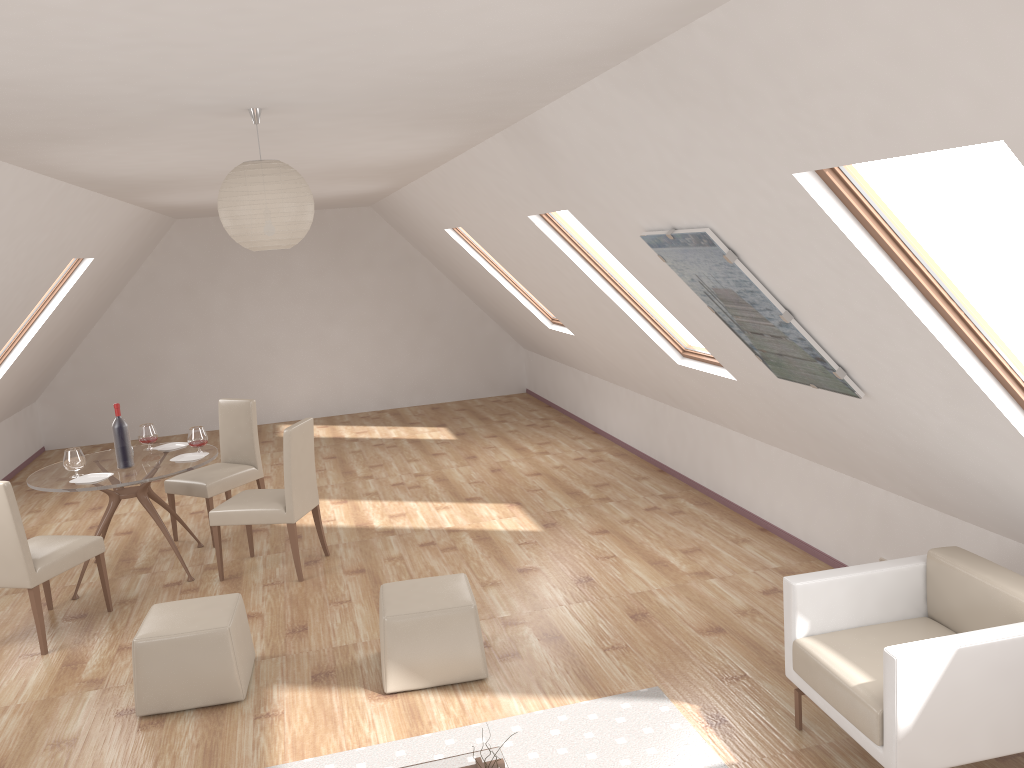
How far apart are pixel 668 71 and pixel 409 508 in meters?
5.1 m

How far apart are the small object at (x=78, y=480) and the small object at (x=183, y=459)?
0.5m

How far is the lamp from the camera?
3.0 meters

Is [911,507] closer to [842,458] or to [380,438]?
[842,458]

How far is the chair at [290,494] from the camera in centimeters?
567cm

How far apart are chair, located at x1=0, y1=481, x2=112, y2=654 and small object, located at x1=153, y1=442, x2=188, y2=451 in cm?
110

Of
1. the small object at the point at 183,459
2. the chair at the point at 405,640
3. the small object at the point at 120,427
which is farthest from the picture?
the small object at the point at 120,427

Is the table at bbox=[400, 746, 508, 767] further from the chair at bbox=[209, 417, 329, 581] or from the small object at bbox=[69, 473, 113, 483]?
the small object at bbox=[69, 473, 113, 483]

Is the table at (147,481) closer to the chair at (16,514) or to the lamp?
the chair at (16,514)

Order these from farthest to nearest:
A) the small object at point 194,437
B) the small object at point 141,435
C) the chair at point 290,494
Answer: the small object at point 141,435
the small object at point 194,437
the chair at point 290,494
